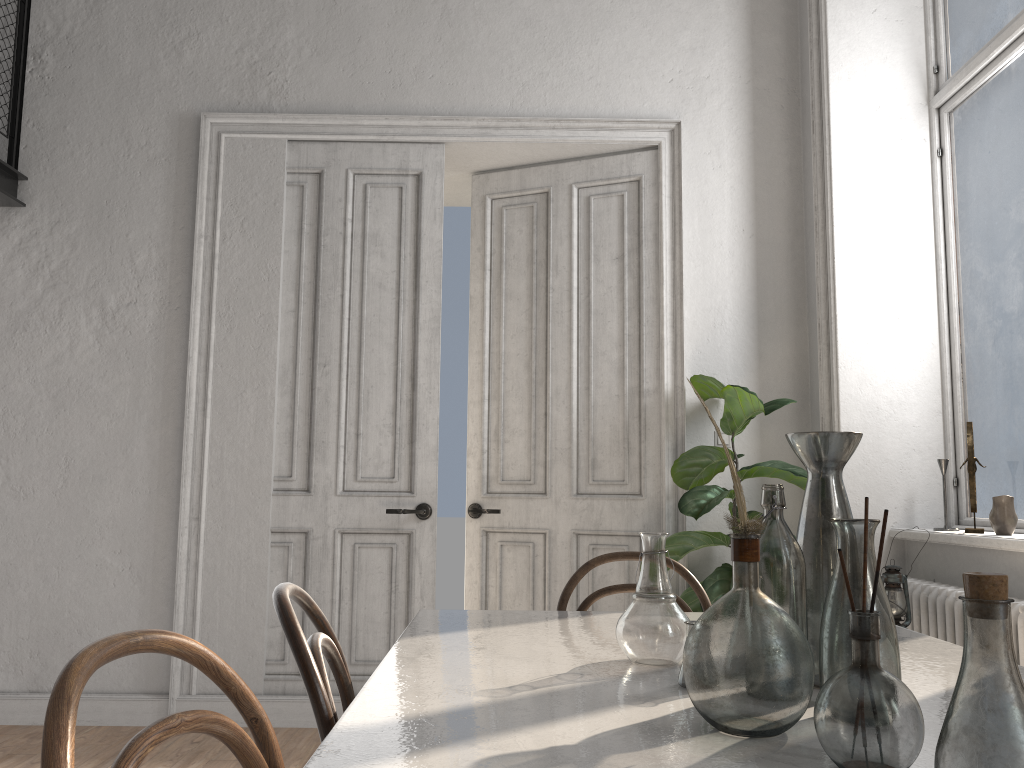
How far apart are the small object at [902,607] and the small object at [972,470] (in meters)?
0.57

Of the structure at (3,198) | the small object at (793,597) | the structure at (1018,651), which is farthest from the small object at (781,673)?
the structure at (3,198)

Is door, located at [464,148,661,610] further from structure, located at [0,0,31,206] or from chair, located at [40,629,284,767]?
chair, located at [40,629,284,767]

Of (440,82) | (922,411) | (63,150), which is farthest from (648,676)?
(63,150)

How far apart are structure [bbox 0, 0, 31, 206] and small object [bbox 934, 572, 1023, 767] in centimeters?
449cm

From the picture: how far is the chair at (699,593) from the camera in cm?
226

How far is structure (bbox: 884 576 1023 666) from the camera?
2.8 meters

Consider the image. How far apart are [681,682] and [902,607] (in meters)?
1.89

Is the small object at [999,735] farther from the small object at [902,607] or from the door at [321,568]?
the door at [321,568]

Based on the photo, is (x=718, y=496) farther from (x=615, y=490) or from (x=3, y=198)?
(x=3, y=198)
